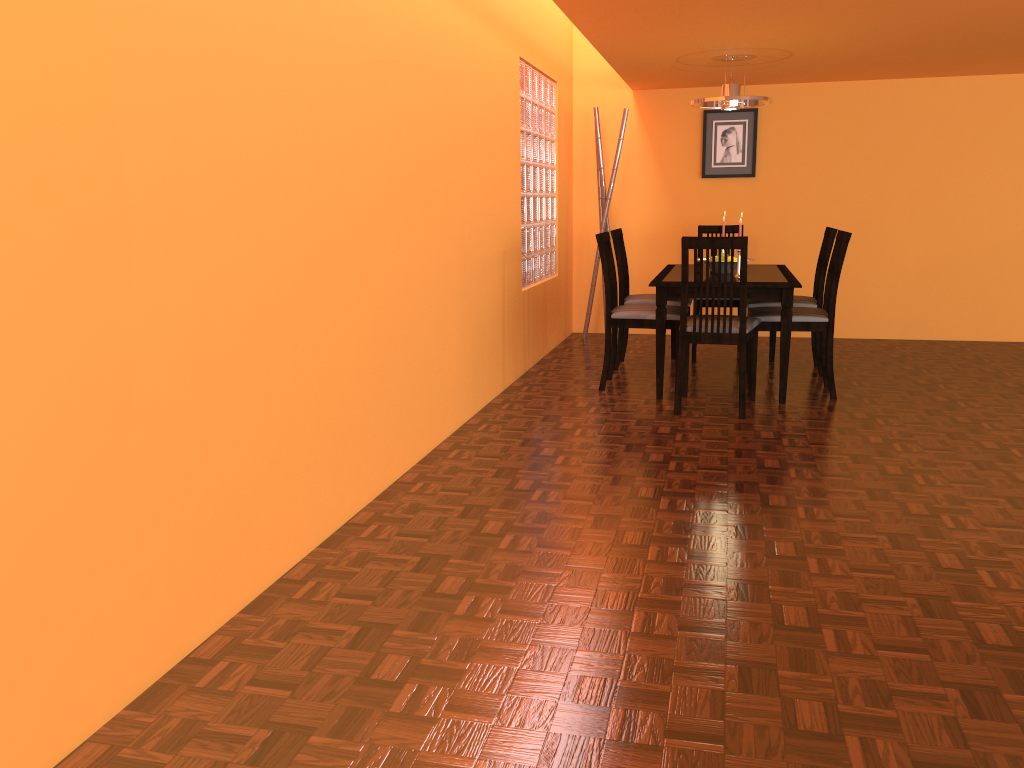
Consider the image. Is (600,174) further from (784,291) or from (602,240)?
(784,291)

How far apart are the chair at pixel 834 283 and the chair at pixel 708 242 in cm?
11

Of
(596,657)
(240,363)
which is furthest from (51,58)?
(596,657)

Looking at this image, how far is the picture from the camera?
6.0m

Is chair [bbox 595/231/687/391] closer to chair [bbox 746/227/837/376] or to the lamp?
chair [bbox 746/227/837/376]

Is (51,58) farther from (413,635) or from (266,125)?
(413,635)

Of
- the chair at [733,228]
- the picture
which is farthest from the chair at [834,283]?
the picture

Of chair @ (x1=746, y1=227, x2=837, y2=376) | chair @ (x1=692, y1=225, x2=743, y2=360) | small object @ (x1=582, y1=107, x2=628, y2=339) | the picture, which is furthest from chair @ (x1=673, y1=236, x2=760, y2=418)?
the picture

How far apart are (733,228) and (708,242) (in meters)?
1.89

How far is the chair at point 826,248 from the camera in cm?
474
